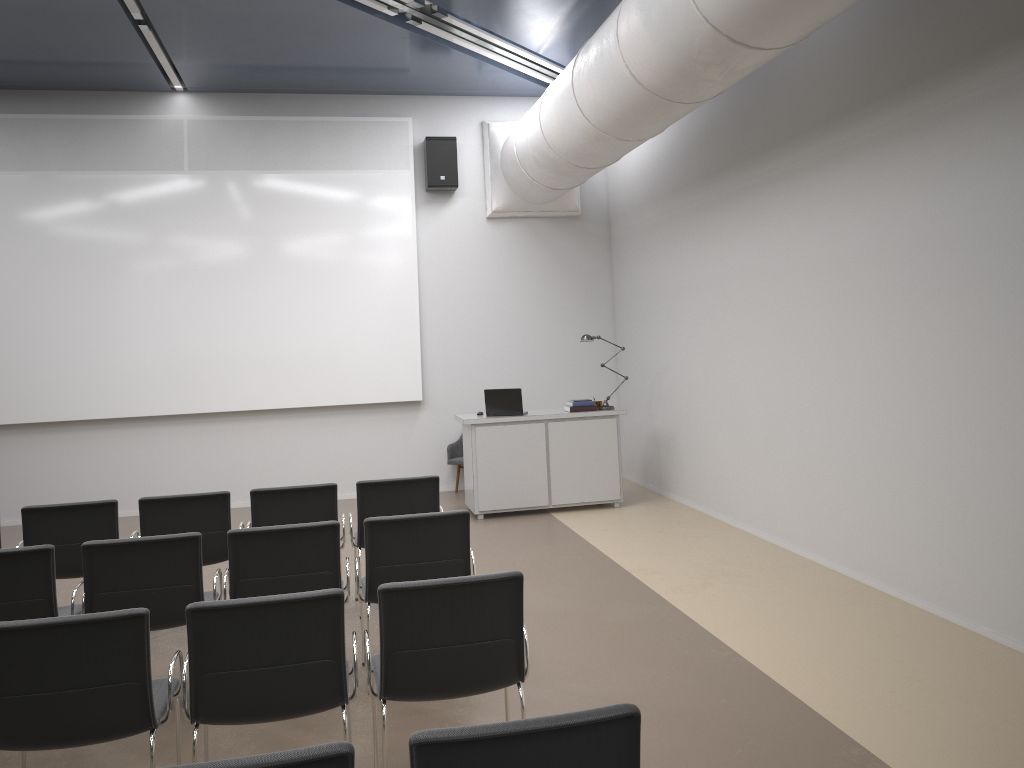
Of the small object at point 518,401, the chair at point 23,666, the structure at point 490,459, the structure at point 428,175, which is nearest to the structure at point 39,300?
the structure at point 428,175

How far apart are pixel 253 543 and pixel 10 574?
1.1m

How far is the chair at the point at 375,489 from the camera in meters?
5.9 m

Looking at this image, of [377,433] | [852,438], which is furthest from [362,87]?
[852,438]

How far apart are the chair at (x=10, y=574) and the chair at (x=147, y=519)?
0.91m

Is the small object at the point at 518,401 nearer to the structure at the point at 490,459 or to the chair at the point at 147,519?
the structure at the point at 490,459

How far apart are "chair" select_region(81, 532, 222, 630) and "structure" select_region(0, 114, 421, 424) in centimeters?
550cm

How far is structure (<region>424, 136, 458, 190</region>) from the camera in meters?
10.4

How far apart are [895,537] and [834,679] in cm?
161

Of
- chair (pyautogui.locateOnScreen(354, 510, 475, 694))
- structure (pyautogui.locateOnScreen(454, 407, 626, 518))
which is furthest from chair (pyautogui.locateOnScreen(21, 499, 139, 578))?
structure (pyautogui.locateOnScreen(454, 407, 626, 518))
